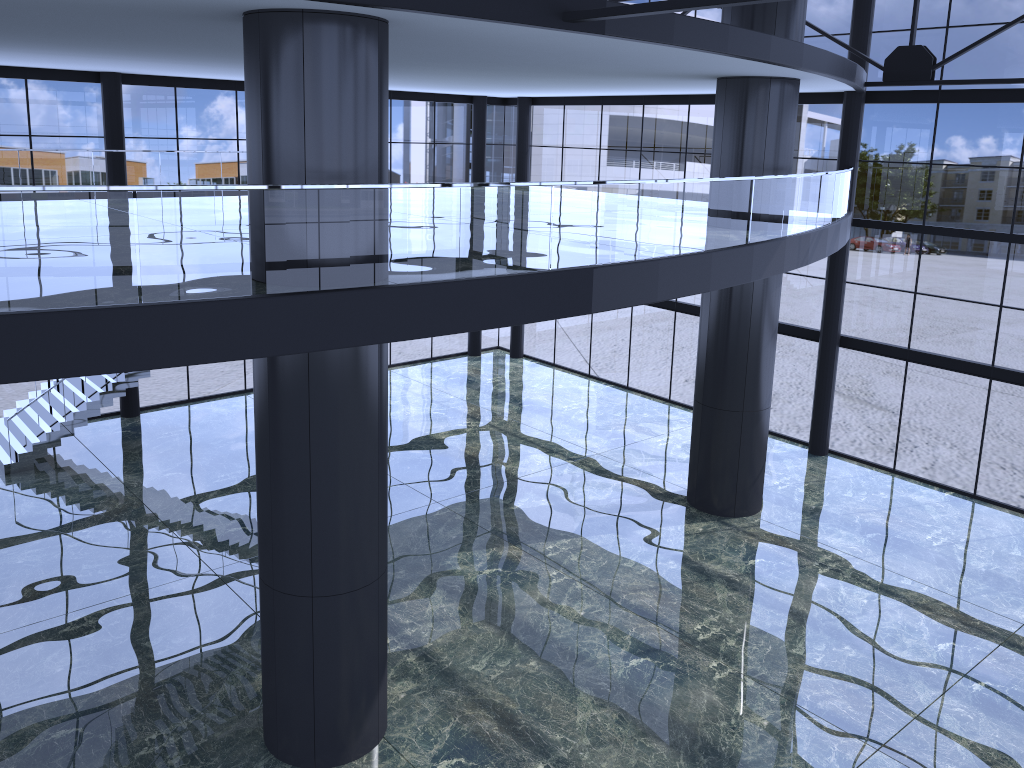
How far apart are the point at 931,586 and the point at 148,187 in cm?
1506
